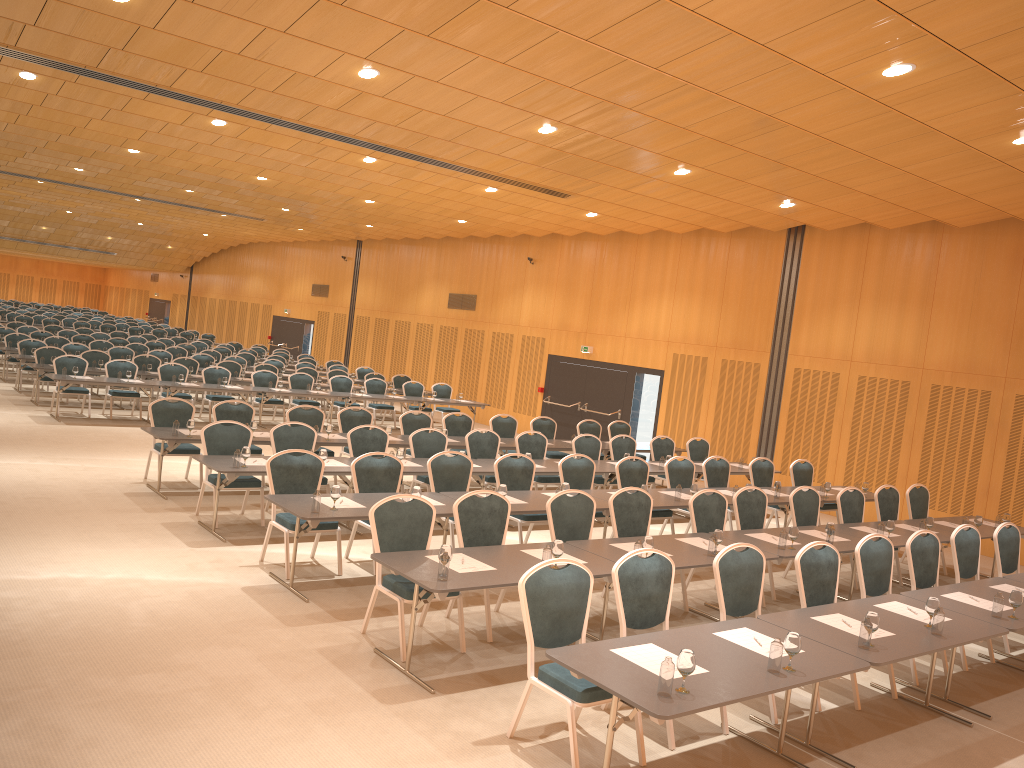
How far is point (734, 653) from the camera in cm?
524

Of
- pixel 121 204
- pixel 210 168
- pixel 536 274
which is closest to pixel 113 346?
pixel 121 204

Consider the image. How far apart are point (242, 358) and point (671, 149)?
15.0m

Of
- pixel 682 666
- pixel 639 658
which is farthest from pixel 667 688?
pixel 639 658

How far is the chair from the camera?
5.7m

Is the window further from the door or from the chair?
the chair

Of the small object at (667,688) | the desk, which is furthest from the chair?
the small object at (667,688)

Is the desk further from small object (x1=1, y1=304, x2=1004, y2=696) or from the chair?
the chair

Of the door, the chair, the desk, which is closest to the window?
the door

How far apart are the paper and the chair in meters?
0.3 m
